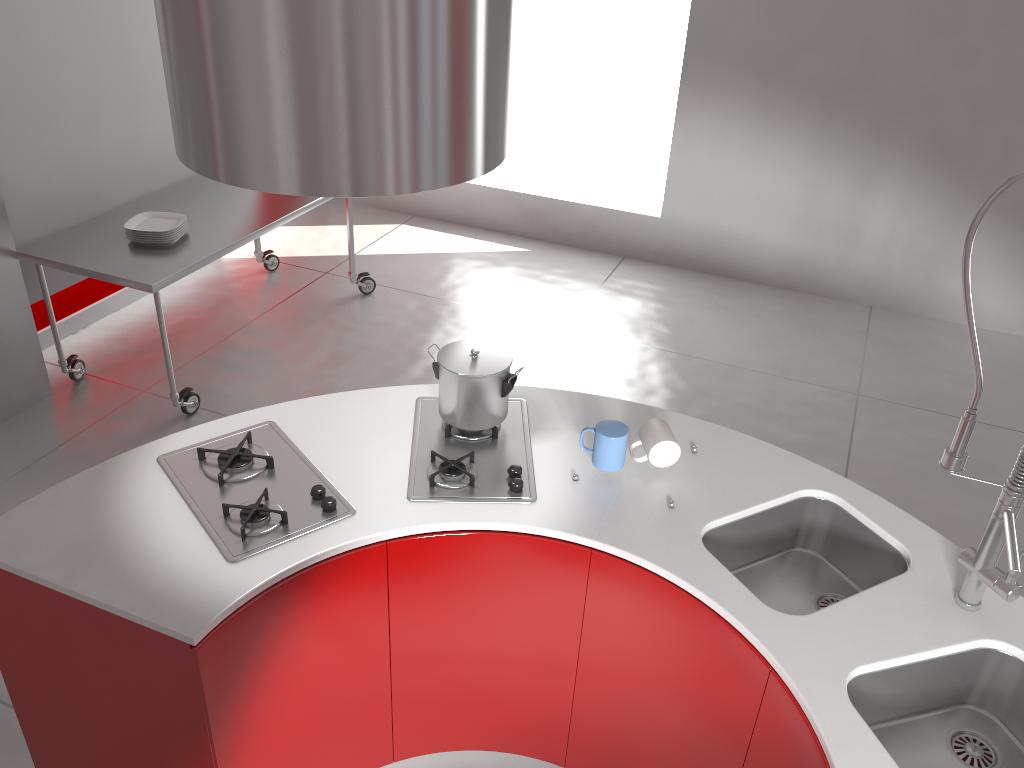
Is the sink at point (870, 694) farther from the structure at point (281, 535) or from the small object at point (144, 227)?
the small object at point (144, 227)

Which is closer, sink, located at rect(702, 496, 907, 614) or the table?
sink, located at rect(702, 496, 907, 614)

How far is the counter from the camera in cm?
172

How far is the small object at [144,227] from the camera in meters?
3.7 m

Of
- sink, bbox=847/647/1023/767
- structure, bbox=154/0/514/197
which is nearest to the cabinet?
sink, bbox=847/647/1023/767

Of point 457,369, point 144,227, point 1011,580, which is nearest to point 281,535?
point 457,369

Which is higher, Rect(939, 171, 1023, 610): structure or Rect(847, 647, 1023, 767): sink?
Rect(939, 171, 1023, 610): structure

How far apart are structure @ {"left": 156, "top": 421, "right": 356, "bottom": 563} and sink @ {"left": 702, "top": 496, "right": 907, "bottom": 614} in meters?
0.8

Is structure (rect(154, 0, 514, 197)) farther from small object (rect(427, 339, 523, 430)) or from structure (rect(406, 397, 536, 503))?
structure (rect(406, 397, 536, 503))

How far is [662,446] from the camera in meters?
2.1
